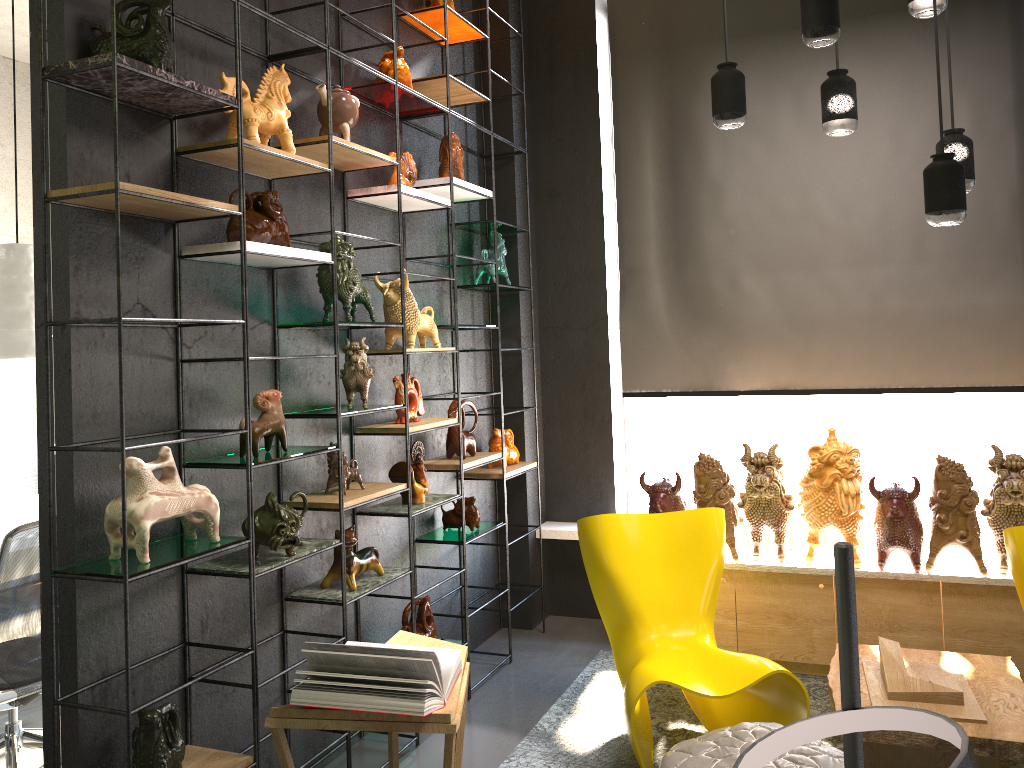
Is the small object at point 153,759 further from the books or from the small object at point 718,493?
the small object at point 718,493

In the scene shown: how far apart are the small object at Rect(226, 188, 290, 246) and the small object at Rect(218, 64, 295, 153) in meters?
0.2

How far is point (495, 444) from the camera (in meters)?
4.80

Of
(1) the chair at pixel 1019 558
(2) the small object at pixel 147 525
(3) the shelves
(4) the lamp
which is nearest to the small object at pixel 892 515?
(1) the chair at pixel 1019 558

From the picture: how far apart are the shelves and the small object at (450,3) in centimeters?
6cm

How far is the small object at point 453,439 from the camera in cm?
432

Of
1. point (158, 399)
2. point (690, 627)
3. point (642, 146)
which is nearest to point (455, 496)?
point (690, 627)

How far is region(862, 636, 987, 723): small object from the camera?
3.1 meters

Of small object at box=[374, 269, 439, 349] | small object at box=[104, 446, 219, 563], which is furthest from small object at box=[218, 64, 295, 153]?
small object at box=[104, 446, 219, 563]

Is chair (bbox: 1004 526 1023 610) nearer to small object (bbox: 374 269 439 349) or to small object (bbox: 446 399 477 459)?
small object (bbox: 446 399 477 459)
